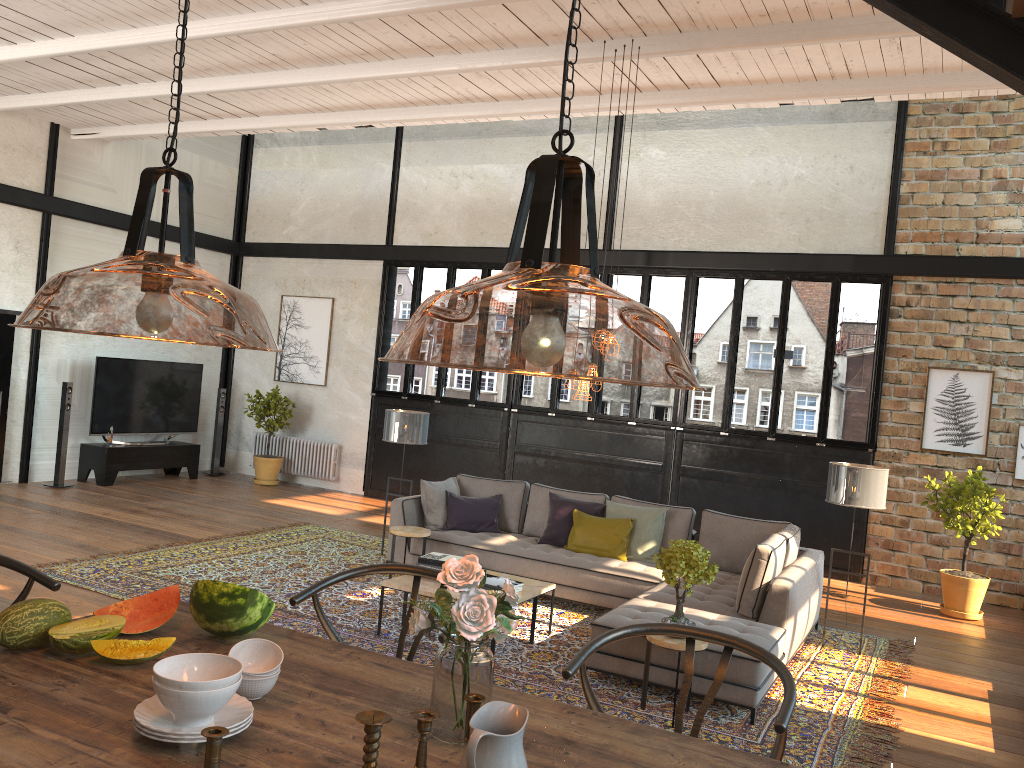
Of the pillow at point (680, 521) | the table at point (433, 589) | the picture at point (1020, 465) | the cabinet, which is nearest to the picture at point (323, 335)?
the cabinet

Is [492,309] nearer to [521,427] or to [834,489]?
[521,427]

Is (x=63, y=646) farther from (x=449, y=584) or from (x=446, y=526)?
(x=446, y=526)

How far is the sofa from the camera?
5.2 meters

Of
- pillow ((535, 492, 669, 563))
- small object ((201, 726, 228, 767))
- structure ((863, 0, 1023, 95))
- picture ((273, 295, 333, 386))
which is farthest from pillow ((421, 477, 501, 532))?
small object ((201, 726, 228, 767))

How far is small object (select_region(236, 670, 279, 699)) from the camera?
2.02m

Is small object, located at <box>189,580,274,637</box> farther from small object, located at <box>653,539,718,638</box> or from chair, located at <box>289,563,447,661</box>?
small object, located at <box>653,539,718,638</box>

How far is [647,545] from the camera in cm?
741

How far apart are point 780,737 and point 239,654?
1.32m

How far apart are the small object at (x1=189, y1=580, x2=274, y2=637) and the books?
3.6 meters
